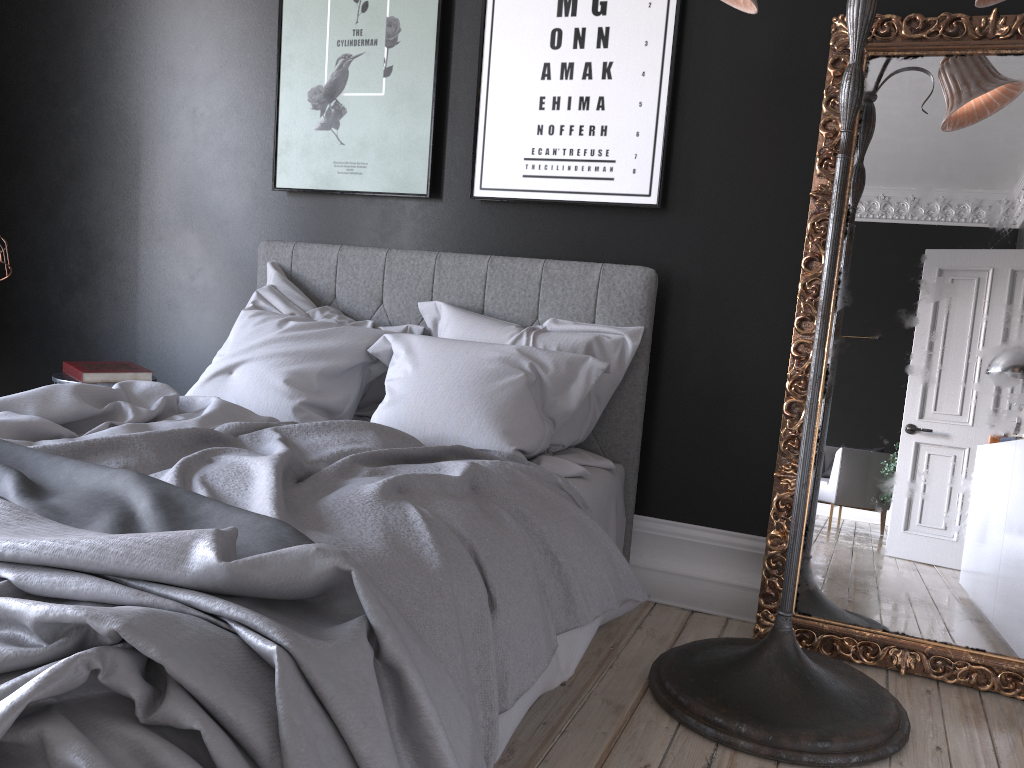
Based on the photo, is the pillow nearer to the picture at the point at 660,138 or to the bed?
the bed

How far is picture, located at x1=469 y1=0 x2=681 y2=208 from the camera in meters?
3.3

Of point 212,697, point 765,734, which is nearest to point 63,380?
point 212,697

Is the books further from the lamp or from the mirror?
the mirror

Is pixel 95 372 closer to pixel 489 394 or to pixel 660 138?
pixel 489 394

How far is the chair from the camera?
3.58m

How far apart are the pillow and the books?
0.51m

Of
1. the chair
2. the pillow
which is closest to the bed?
the pillow

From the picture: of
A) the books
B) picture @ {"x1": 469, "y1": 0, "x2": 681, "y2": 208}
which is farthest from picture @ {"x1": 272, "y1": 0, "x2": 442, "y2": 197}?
the books

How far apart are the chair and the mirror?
2.8m
